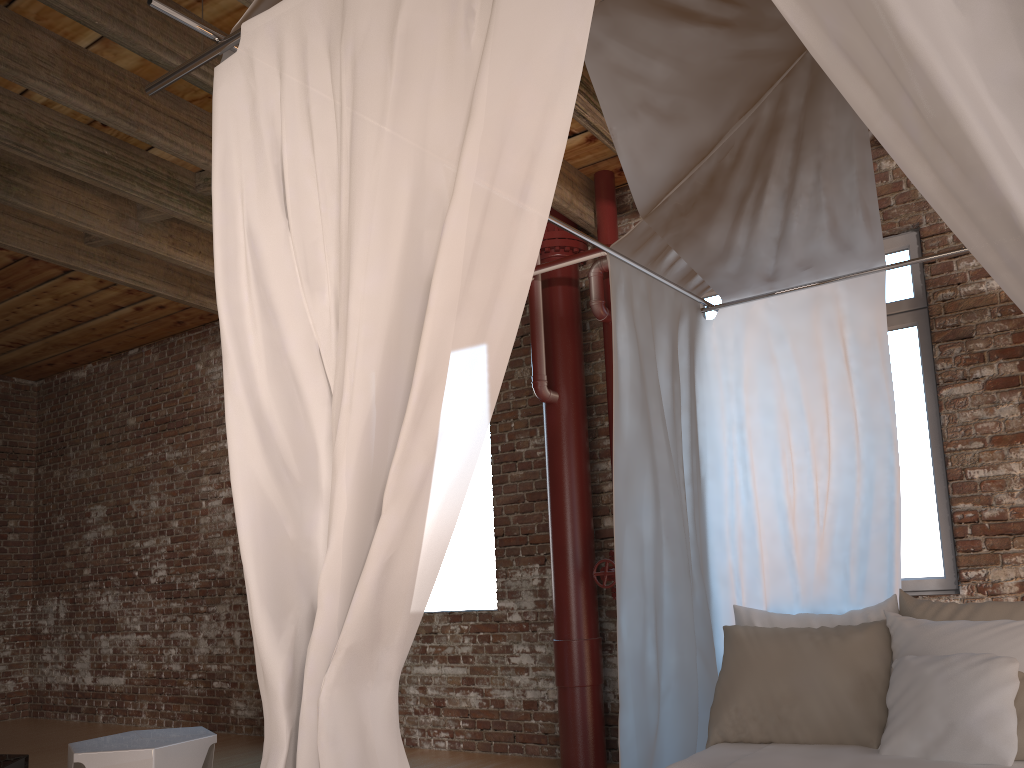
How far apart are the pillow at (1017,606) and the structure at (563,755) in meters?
1.8

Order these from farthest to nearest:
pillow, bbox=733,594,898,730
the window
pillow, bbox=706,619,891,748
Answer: the window
pillow, bbox=733,594,898,730
pillow, bbox=706,619,891,748

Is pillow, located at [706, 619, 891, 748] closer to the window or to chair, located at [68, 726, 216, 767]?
the window

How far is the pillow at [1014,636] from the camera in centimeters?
252cm

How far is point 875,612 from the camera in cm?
294

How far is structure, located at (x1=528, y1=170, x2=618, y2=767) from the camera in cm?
471

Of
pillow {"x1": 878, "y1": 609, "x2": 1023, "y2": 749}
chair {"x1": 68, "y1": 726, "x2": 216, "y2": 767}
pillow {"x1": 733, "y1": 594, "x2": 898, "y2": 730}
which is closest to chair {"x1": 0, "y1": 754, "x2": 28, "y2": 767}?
chair {"x1": 68, "y1": 726, "x2": 216, "y2": 767}

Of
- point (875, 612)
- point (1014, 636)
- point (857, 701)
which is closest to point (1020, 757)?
point (1014, 636)

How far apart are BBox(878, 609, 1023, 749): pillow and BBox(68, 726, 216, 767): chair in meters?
2.7

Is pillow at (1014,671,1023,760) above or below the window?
below
